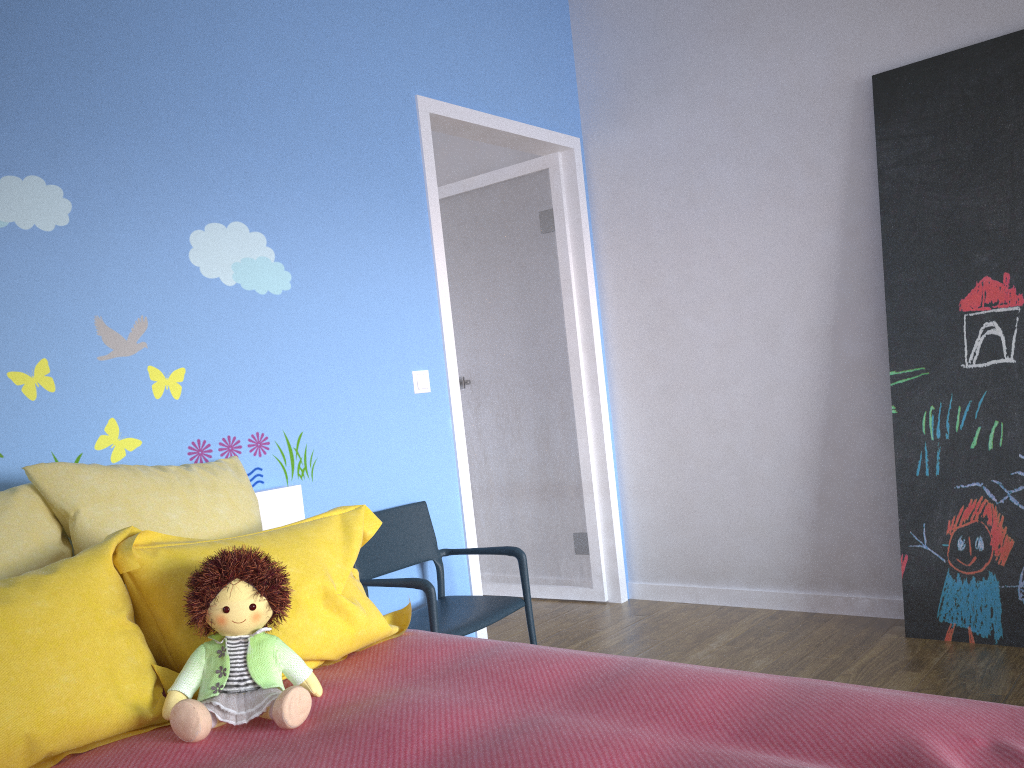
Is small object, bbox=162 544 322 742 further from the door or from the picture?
the picture

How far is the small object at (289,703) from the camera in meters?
1.5 m

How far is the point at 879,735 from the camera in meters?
1.2

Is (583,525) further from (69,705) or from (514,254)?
(69,705)

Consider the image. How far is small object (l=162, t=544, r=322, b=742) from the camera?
1.5 meters

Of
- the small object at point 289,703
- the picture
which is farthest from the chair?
the picture

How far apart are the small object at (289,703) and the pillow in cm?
3

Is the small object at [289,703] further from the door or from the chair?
the door

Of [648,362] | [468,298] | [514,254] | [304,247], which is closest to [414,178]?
[304,247]

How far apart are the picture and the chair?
1.3m
